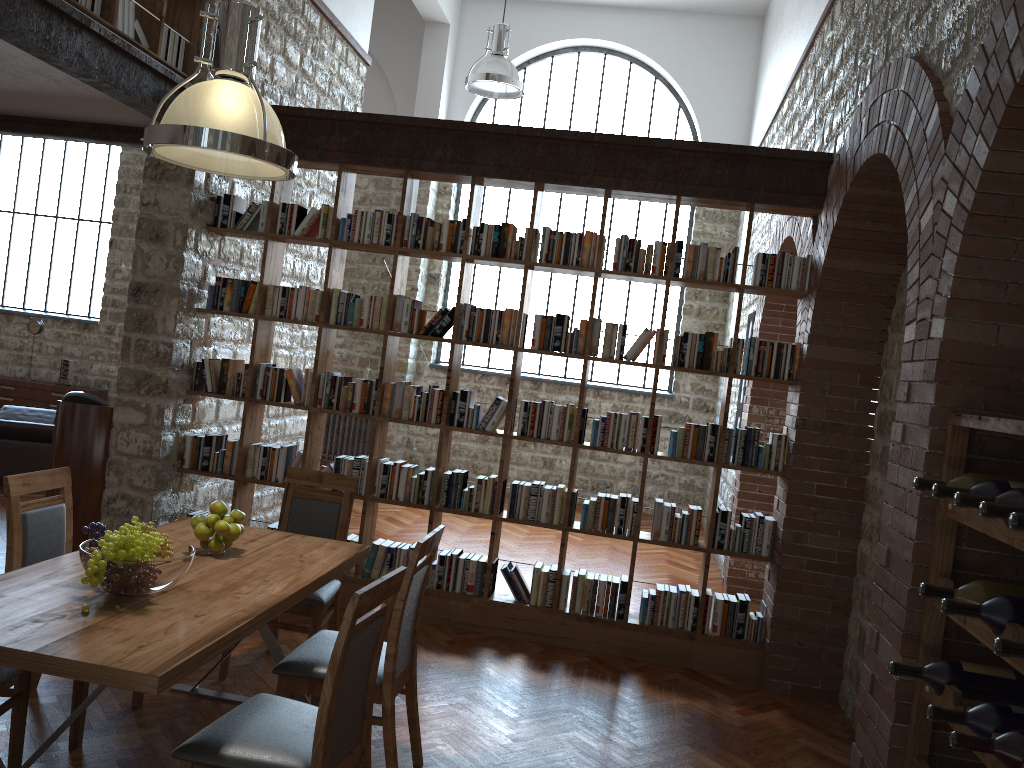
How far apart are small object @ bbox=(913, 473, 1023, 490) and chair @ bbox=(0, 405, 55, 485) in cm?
757

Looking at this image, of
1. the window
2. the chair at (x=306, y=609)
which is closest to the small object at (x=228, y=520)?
the chair at (x=306, y=609)

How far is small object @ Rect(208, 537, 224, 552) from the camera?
3.5 meters

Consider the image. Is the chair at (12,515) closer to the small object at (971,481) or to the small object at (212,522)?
the small object at (212,522)

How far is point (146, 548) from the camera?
2.8m

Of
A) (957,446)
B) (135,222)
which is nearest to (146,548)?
(957,446)

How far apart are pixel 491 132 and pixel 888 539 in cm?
348

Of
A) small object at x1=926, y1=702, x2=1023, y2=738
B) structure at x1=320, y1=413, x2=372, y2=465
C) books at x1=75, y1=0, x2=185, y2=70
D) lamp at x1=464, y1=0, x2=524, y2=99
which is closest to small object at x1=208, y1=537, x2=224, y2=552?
small object at x1=926, y1=702, x2=1023, y2=738

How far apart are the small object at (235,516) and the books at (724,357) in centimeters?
203cm

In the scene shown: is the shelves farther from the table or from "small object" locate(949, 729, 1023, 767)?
the table
